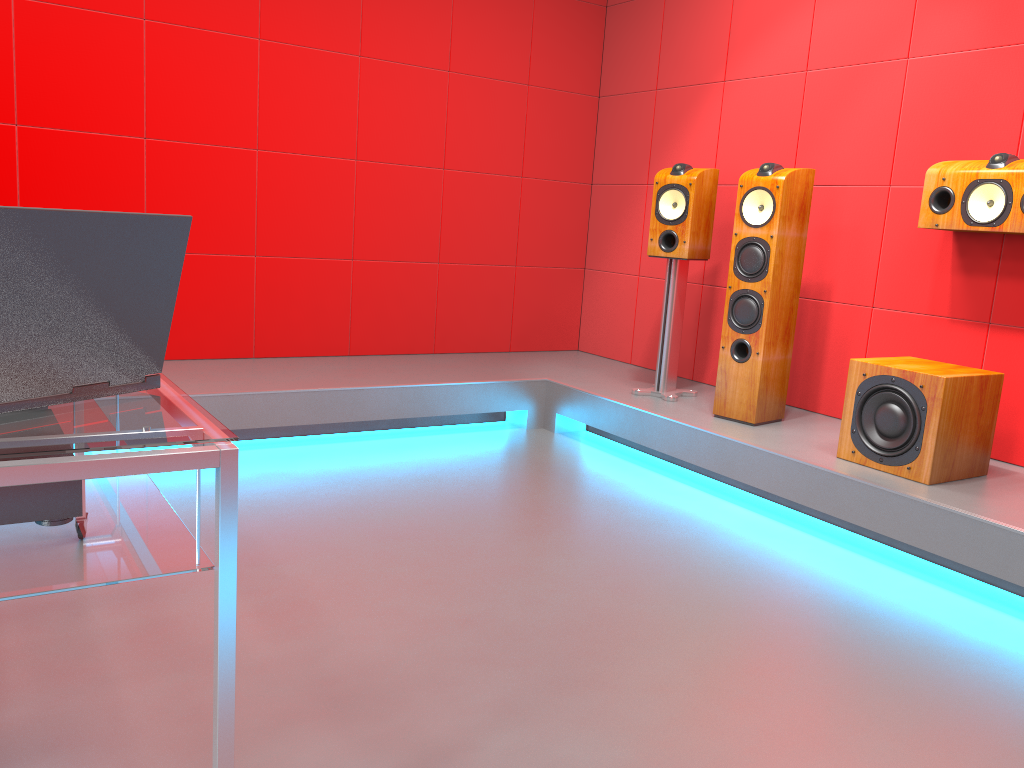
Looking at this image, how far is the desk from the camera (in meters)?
1.11

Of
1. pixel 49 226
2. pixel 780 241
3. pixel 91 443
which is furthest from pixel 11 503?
pixel 780 241

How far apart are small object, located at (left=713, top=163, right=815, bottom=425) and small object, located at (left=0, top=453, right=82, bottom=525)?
2.8 meters

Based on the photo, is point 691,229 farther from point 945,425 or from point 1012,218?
point 945,425

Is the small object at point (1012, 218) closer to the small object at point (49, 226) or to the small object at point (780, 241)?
the small object at point (780, 241)

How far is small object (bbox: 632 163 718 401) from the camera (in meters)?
3.89

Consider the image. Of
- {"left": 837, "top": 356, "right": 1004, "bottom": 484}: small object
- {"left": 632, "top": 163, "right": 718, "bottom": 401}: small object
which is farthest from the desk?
{"left": 632, "top": 163, "right": 718, "bottom": 401}: small object

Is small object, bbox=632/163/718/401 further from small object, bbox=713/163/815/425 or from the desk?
the desk

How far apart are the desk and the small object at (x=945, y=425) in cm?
236

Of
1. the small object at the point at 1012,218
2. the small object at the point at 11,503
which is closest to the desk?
the small object at the point at 11,503
